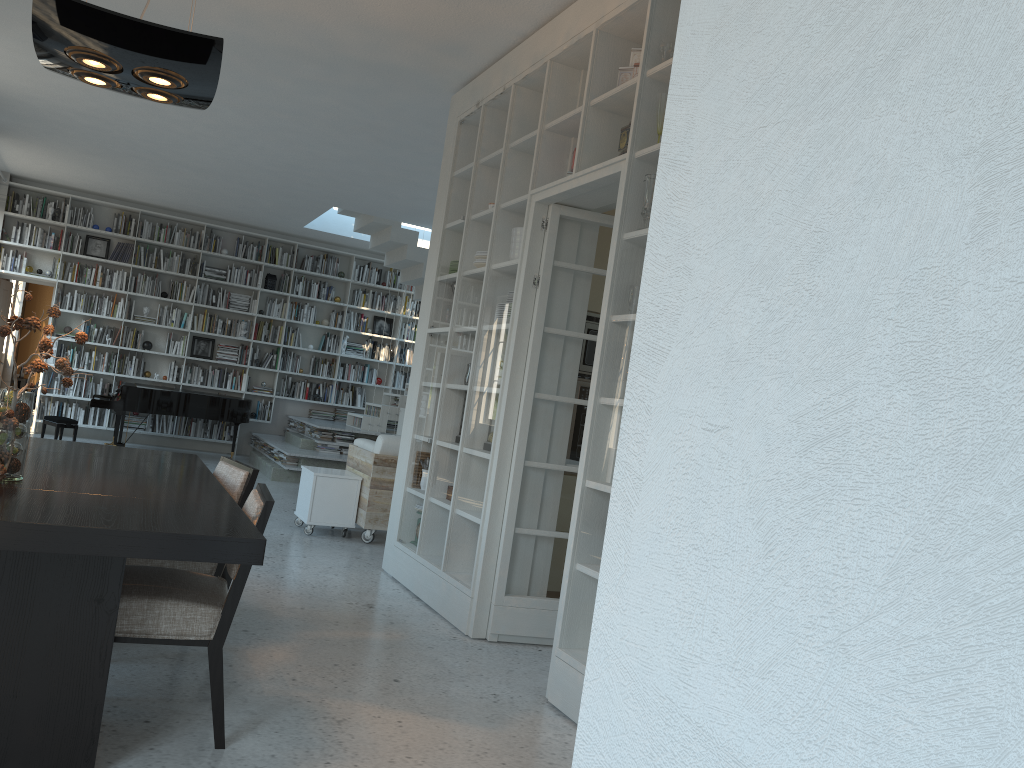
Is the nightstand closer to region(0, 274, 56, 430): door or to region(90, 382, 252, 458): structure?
region(0, 274, 56, 430): door

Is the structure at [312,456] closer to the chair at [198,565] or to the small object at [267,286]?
the small object at [267,286]

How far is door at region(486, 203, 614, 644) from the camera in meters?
4.5 m

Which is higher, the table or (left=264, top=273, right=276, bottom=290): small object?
(left=264, top=273, right=276, bottom=290): small object

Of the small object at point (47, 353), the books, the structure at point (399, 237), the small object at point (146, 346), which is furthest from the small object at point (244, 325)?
the small object at point (47, 353)

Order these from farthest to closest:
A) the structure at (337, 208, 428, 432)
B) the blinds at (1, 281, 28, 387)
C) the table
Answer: the blinds at (1, 281, 28, 387)
the structure at (337, 208, 428, 432)
the table

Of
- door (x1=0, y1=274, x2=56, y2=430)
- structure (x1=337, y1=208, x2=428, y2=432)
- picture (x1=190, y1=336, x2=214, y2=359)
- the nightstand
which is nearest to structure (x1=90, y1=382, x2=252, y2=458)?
picture (x1=190, y1=336, x2=214, y2=359)

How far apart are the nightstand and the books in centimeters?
434cm

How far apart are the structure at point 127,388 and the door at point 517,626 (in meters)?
7.43

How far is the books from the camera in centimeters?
1146cm
